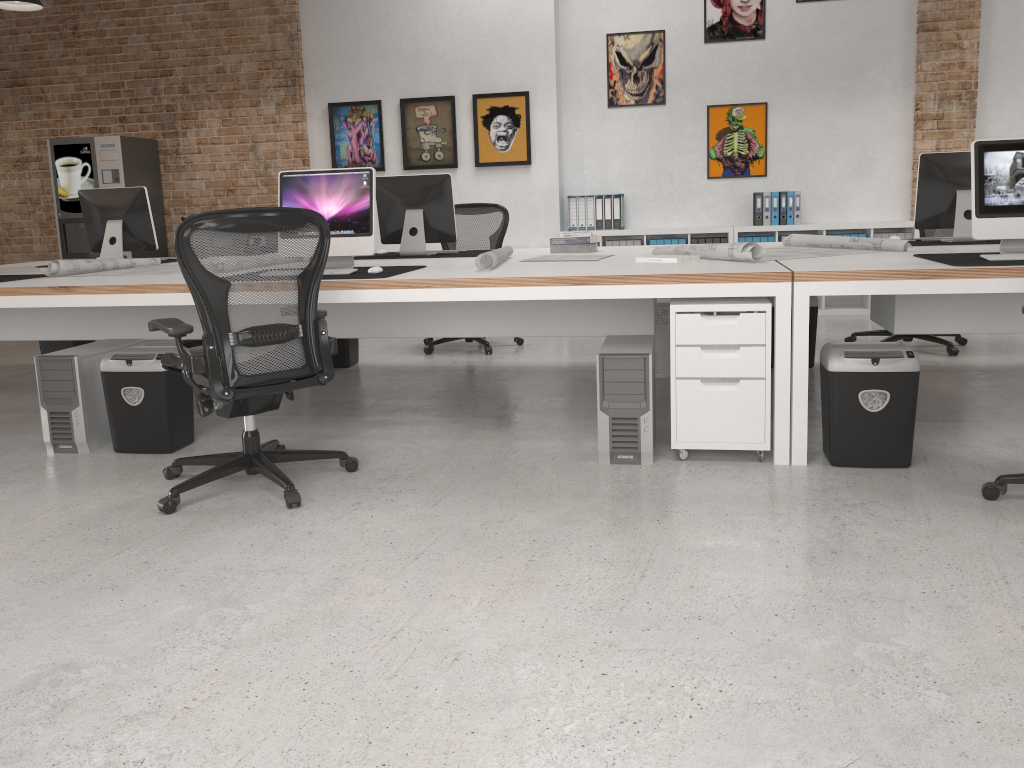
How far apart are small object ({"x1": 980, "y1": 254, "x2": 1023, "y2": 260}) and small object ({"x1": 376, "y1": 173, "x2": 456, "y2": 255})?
2.9 meters

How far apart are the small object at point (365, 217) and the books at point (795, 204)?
4.6m

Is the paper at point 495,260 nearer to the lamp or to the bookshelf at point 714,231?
the bookshelf at point 714,231

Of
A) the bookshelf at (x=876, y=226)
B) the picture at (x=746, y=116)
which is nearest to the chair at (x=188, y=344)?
the bookshelf at (x=876, y=226)

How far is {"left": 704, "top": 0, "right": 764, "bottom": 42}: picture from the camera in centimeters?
777cm

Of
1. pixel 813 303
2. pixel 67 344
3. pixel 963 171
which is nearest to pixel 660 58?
pixel 813 303

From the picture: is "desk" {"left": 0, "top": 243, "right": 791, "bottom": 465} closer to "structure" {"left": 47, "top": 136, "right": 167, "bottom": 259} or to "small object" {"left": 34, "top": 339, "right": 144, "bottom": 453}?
"small object" {"left": 34, "top": 339, "right": 144, "bottom": 453}

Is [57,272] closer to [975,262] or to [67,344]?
[67,344]

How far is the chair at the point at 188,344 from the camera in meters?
6.7 m

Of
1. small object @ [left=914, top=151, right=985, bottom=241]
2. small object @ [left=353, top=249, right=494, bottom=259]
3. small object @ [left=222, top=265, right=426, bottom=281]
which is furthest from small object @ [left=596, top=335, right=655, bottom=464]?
small object @ [left=914, top=151, right=985, bottom=241]
